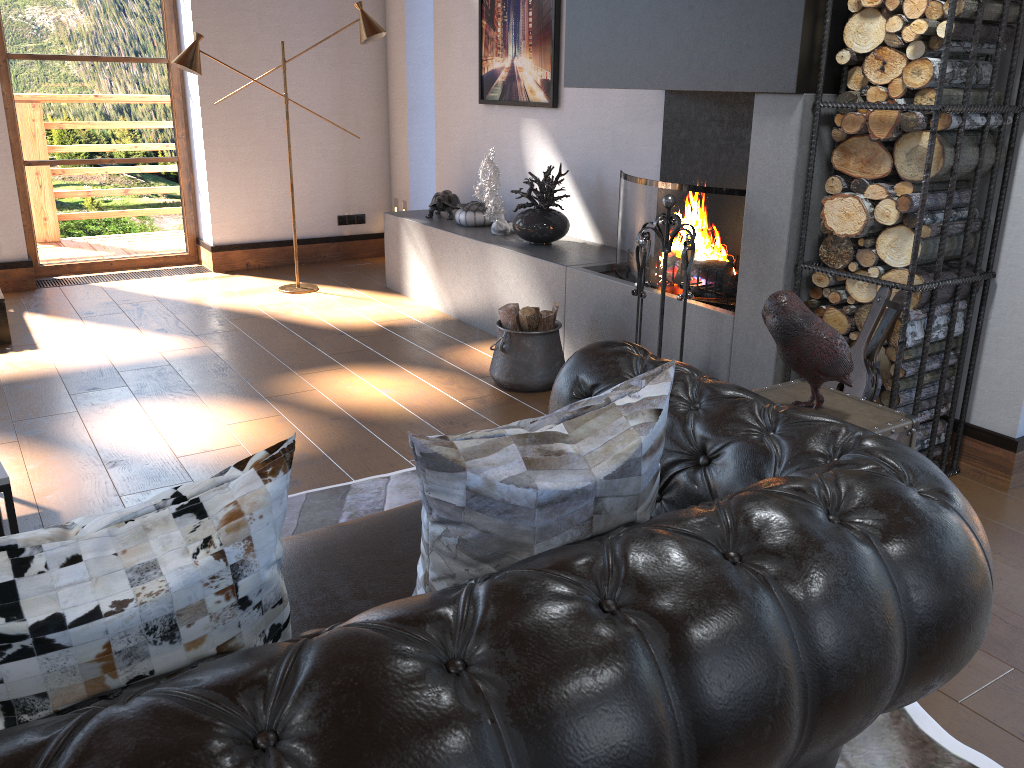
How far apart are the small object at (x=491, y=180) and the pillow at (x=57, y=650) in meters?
4.1

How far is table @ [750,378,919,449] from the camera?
2.3m

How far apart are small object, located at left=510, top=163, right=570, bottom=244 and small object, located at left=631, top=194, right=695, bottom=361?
1.4 meters

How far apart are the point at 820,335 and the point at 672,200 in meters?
1.4 m

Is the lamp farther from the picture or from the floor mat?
the floor mat

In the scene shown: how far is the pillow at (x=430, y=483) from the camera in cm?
132

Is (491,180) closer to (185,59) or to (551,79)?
(551,79)

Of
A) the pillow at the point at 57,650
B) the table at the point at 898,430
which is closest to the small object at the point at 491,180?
the table at the point at 898,430

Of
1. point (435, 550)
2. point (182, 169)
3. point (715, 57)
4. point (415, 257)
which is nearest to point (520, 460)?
point (435, 550)

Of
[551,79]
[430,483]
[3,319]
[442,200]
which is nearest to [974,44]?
[430,483]
